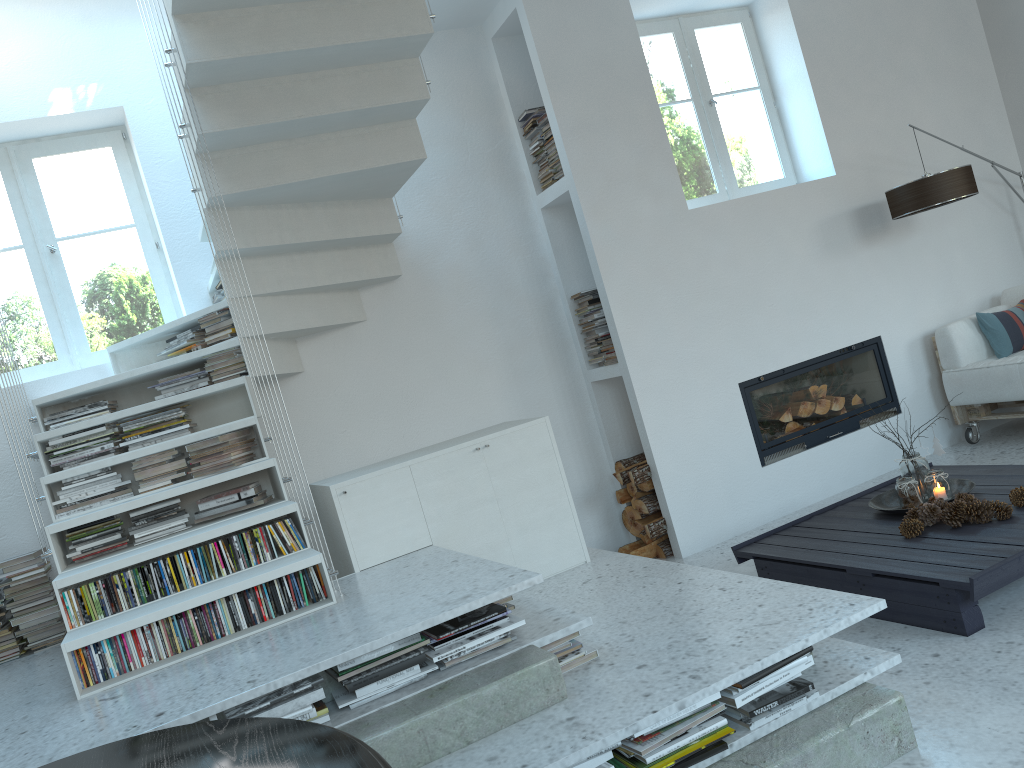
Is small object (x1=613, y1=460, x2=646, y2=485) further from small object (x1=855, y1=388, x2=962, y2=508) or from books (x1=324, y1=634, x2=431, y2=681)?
books (x1=324, y1=634, x2=431, y2=681)

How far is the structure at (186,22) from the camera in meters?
3.2

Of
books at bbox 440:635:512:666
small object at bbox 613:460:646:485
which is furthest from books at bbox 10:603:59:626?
small object at bbox 613:460:646:485

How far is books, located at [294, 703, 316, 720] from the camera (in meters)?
2.36

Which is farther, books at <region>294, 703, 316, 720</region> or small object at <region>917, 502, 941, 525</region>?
small object at <region>917, 502, 941, 525</region>

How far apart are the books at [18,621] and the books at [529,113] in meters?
3.5 m

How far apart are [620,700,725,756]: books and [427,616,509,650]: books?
0.55m

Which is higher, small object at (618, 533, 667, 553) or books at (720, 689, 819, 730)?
books at (720, 689, 819, 730)

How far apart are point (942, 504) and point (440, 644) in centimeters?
213cm

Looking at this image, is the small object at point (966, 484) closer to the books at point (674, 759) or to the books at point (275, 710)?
the books at point (674, 759)
